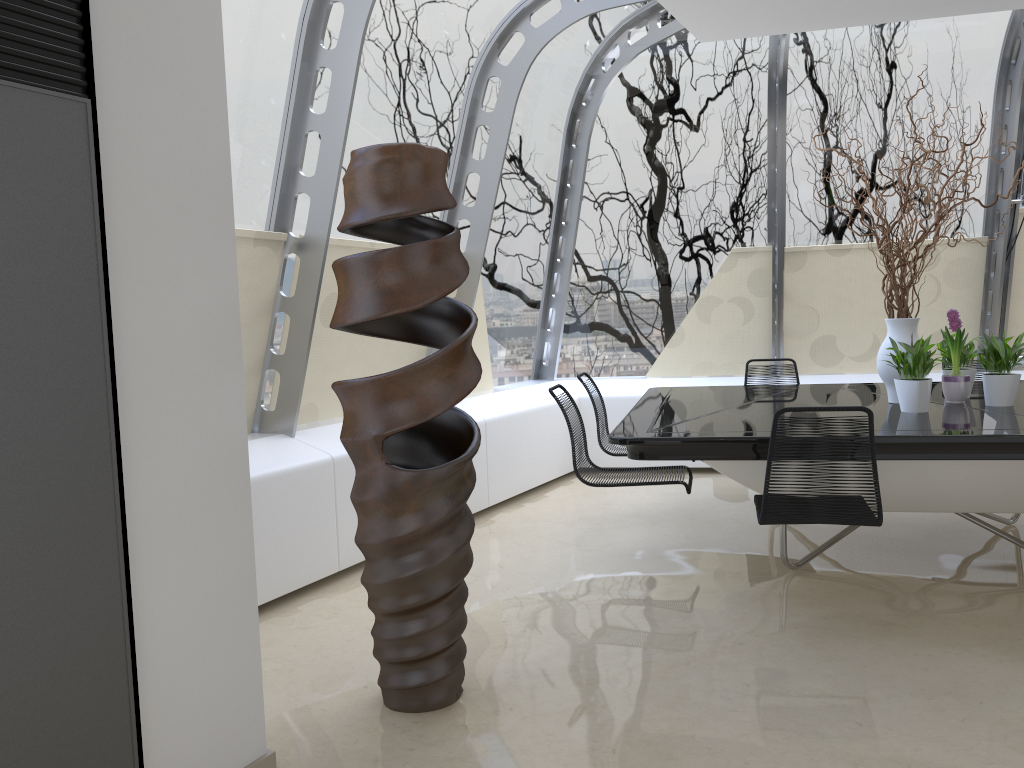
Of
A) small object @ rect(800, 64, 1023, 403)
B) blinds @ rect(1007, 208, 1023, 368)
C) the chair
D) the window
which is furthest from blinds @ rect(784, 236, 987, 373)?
the chair

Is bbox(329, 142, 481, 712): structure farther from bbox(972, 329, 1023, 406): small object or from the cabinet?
bbox(972, 329, 1023, 406): small object

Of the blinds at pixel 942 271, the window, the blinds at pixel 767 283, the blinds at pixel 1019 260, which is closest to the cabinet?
the window

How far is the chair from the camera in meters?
3.3

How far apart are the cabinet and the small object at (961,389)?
4.0 meters

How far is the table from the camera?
3.46m

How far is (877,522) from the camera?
3.3 meters

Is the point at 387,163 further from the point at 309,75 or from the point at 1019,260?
the point at 1019,260

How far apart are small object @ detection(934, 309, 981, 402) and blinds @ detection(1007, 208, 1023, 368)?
2.4m

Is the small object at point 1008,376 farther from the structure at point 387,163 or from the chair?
the structure at point 387,163
